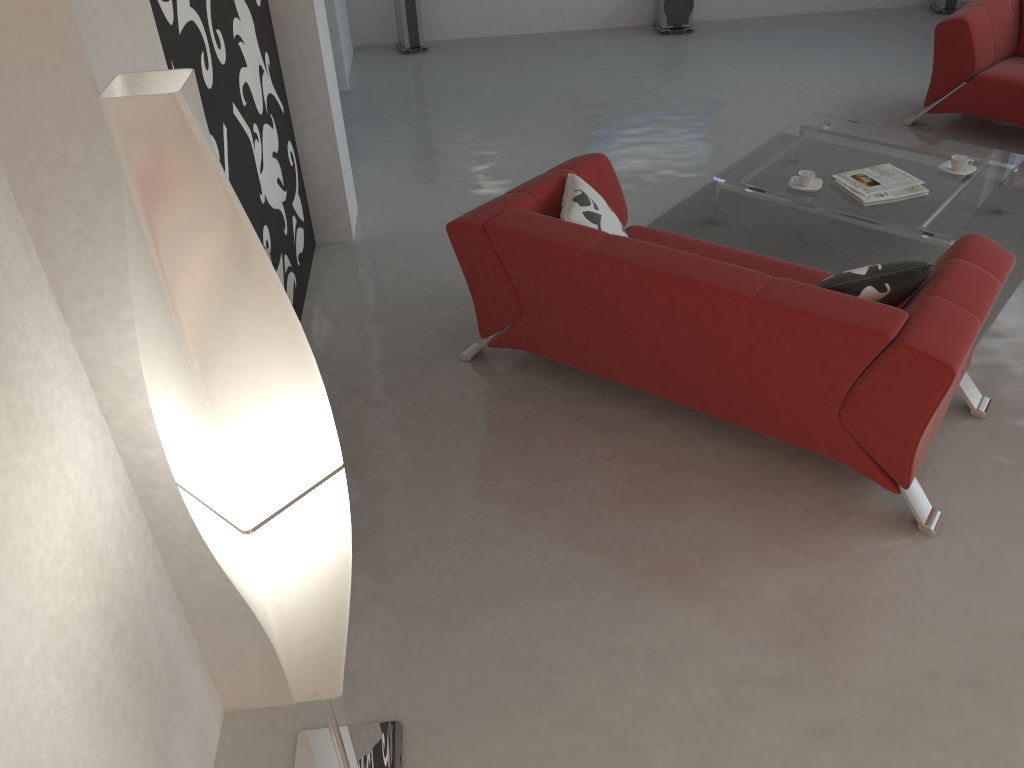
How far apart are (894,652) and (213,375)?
2.07m

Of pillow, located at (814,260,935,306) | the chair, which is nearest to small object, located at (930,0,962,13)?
the chair

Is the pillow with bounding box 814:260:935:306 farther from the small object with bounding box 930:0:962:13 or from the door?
the small object with bounding box 930:0:962:13

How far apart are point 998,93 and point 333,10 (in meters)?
4.41

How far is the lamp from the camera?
1.2m

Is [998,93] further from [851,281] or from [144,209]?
[144,209]

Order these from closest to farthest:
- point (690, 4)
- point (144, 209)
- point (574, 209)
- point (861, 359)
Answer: point (144, 209) → point (861, 359) → point (574, 209) → point (690, 4)

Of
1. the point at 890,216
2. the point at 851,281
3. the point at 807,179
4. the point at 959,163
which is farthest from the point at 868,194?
the point at 851,281

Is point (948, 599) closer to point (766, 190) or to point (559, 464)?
point (559, 464)

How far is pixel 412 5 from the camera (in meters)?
7.22
